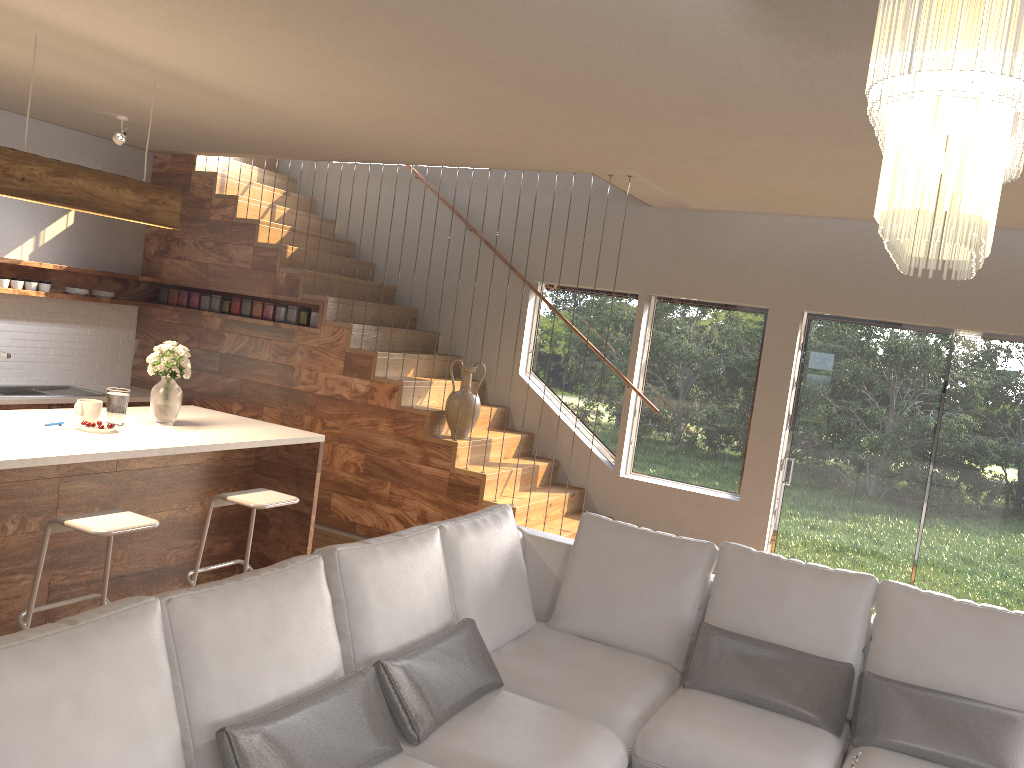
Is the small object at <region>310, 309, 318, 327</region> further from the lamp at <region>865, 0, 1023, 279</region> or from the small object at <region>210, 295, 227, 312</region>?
the lamp at <region>865, 0, 1023, 279</region>

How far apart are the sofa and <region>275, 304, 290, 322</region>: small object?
3.5 meters

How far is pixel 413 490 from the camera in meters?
6.4 m

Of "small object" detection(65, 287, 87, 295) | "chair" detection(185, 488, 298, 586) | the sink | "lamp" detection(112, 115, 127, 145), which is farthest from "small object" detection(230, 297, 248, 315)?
"chair" detection(185, 488, 298, 586)

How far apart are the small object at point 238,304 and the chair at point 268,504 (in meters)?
3.03

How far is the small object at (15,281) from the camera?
6.5 meters

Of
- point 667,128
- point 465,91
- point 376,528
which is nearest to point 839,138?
point 667,128

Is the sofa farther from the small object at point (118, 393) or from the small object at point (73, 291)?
the small object at point (73, 291)

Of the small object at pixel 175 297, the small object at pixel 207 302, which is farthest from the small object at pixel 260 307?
the small object at pixel 175 297

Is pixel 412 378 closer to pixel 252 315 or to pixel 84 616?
pixel 252 315
